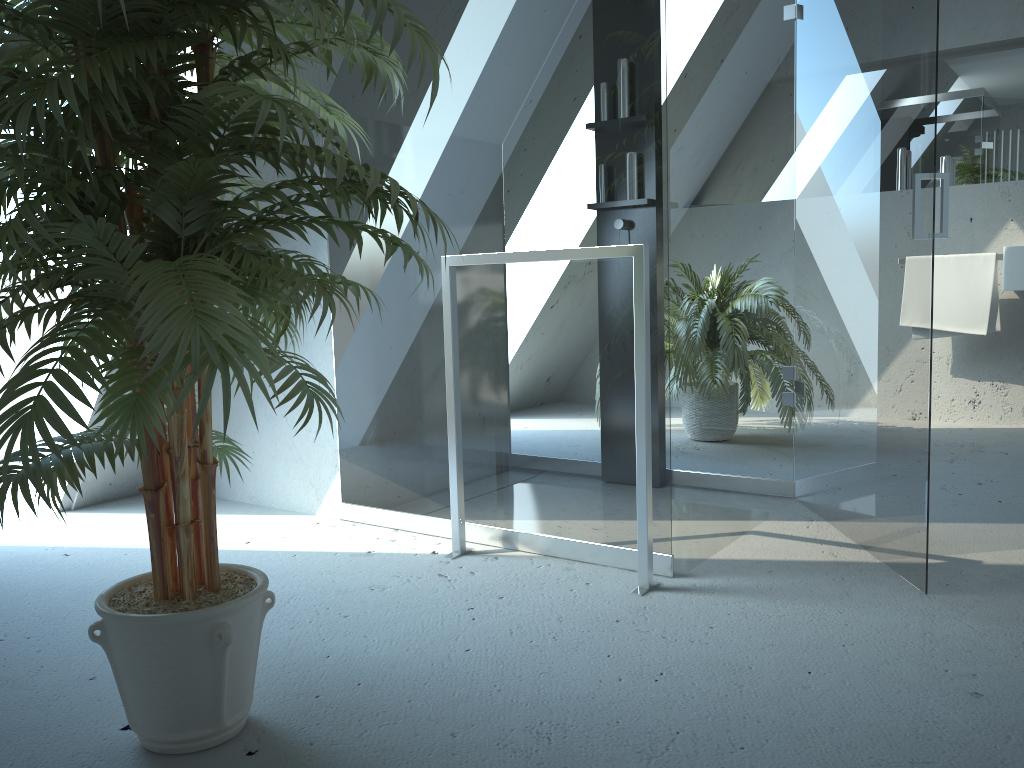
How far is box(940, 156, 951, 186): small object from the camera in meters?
4.6

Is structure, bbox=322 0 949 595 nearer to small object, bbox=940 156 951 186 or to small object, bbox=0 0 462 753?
small object, bbox=0 0 462 753

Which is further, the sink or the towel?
the towel

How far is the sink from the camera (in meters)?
4.07

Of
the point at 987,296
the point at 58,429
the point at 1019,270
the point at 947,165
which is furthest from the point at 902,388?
the point at 947,165

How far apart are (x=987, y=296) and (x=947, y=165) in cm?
75

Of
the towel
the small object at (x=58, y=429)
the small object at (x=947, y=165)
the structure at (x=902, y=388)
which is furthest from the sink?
the small object at (x=58, y=429)

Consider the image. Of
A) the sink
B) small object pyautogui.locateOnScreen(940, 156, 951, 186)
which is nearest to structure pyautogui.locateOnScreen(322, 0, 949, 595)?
the sink

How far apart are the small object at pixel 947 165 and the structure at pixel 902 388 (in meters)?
2.06

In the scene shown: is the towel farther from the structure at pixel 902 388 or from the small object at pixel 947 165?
the structure at pixel 902 388
